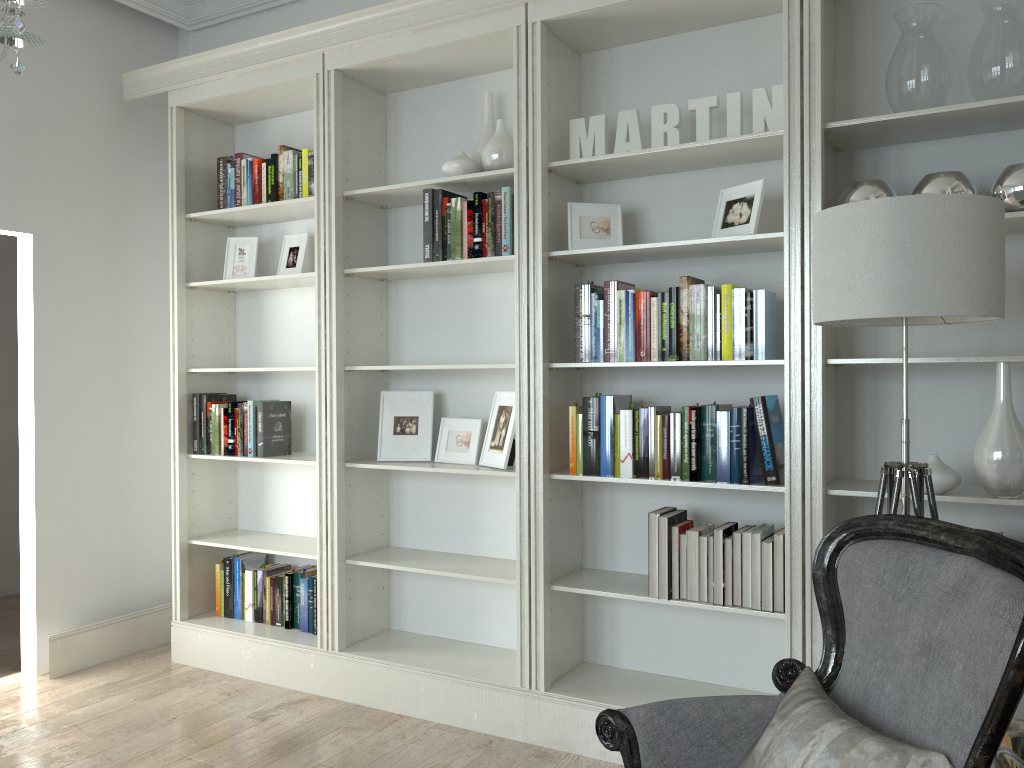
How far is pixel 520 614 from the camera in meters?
3.3 m

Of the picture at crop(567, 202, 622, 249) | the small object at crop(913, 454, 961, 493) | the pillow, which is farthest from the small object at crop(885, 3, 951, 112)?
the pillow

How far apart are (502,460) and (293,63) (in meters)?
1.93

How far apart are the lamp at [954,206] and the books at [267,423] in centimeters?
260cm

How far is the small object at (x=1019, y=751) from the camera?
2.2m

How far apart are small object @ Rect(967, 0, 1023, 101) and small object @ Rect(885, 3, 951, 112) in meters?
0.1 m

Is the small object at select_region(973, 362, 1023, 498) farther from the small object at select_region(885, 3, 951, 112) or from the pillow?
the pillow

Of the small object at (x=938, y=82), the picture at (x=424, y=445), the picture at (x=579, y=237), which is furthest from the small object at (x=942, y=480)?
the picture at (x=424, y=445)

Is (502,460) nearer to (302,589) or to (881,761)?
(302,589)

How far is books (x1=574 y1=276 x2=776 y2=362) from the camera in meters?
2.9 m
